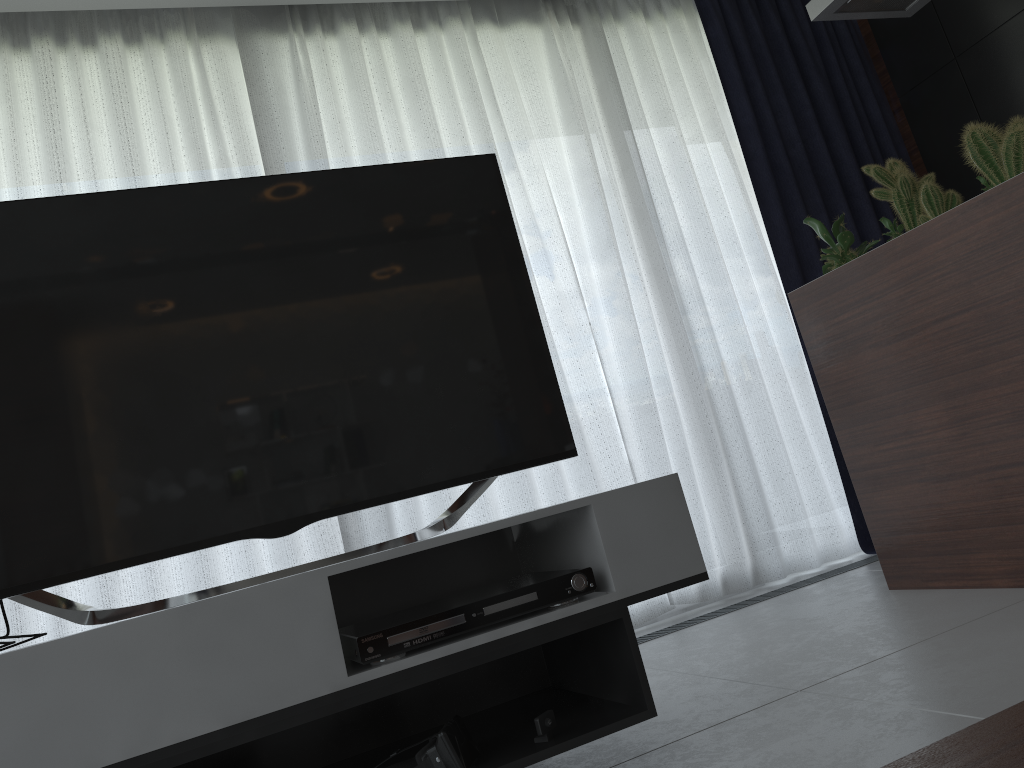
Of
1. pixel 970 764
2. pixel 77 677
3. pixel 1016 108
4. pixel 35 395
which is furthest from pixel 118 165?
pixel 1016 108

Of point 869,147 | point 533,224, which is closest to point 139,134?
point 533,224

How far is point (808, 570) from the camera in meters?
3.6

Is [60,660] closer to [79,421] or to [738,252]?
[79,421]

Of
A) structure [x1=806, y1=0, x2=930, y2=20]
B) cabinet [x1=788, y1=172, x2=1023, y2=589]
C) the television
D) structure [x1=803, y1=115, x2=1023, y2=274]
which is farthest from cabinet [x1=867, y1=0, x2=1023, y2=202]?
the television

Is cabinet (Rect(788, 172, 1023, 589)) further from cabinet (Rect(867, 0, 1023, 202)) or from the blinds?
cabinet (Rect(867, 0, 1023, 202))

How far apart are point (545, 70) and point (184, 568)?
2.41m

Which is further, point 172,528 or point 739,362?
point 739,362

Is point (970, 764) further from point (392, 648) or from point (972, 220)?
point (972, 220)

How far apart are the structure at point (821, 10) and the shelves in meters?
1.9 m
